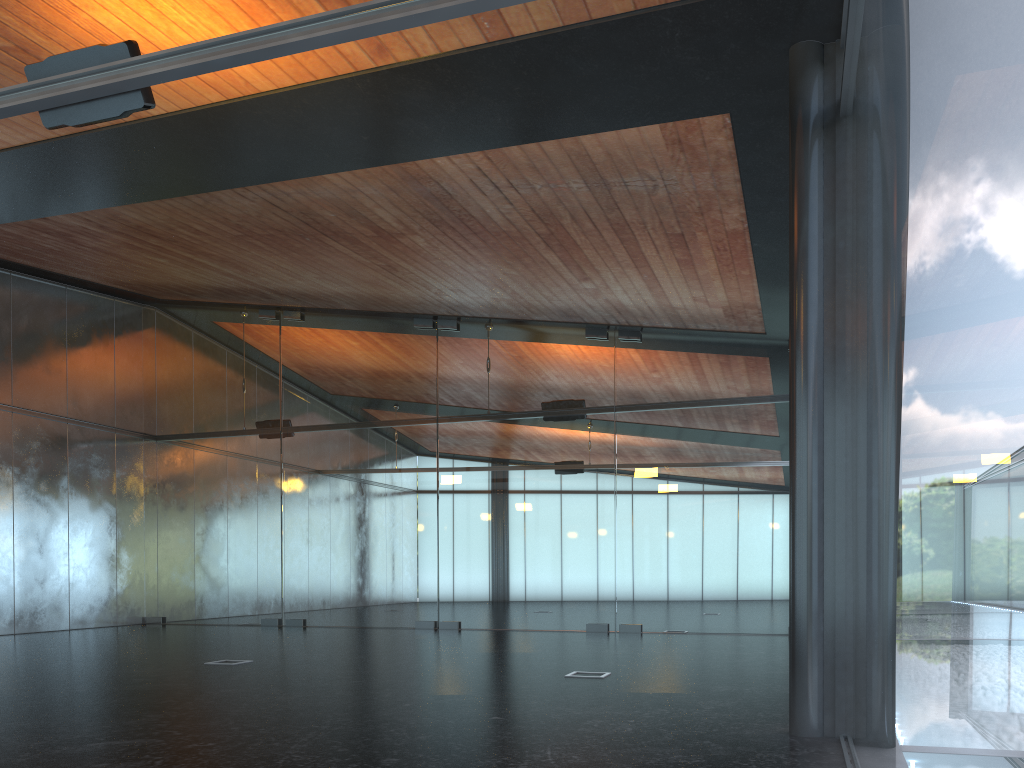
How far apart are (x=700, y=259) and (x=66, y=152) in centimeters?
745cm

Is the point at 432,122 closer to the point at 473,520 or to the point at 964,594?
the point at 964,594
